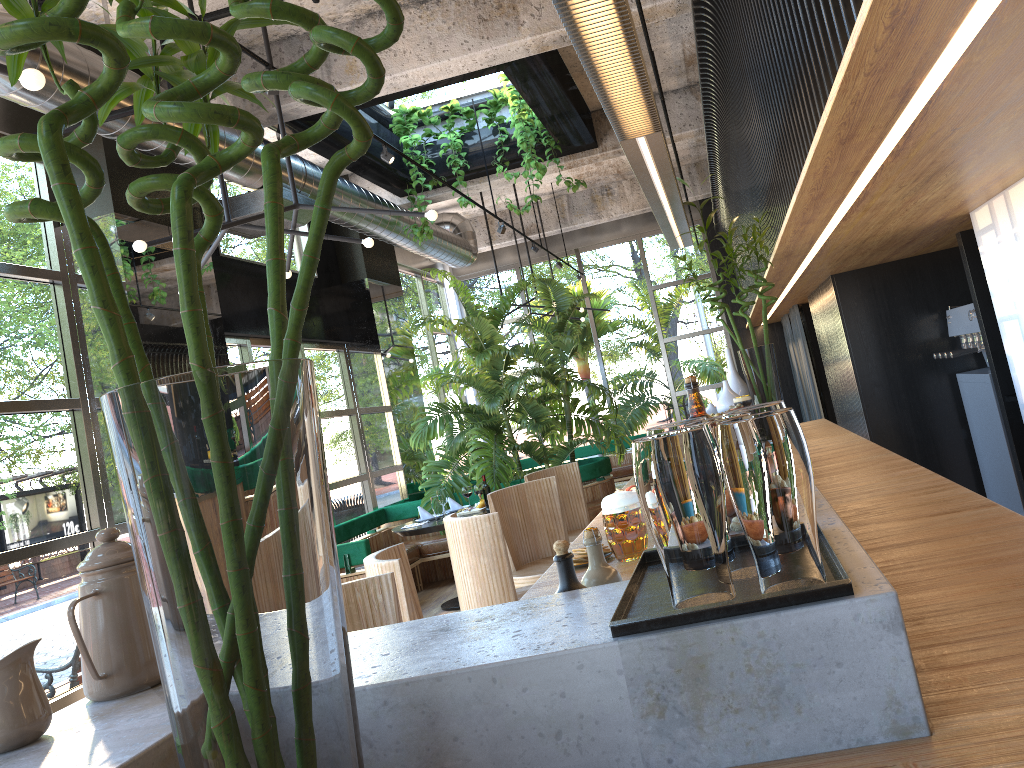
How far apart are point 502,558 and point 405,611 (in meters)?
0.82

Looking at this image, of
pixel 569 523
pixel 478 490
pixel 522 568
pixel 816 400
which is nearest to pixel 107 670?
pixel 522 568

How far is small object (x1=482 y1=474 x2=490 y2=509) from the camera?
3.04m

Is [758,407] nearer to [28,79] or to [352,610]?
[352,610]

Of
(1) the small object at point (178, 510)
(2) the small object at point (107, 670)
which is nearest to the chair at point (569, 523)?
→ (2) the small object at point (107, 670)

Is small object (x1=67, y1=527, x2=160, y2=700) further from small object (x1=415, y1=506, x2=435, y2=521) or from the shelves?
small object (x1=415, y1=506, x2=435, y2=521)

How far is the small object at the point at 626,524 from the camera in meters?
2.3 m

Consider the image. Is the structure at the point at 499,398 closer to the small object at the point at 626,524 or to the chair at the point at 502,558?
the chair at the point at 502,558

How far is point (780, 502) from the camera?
1.03m

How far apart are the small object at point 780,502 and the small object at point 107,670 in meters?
0.9 m
